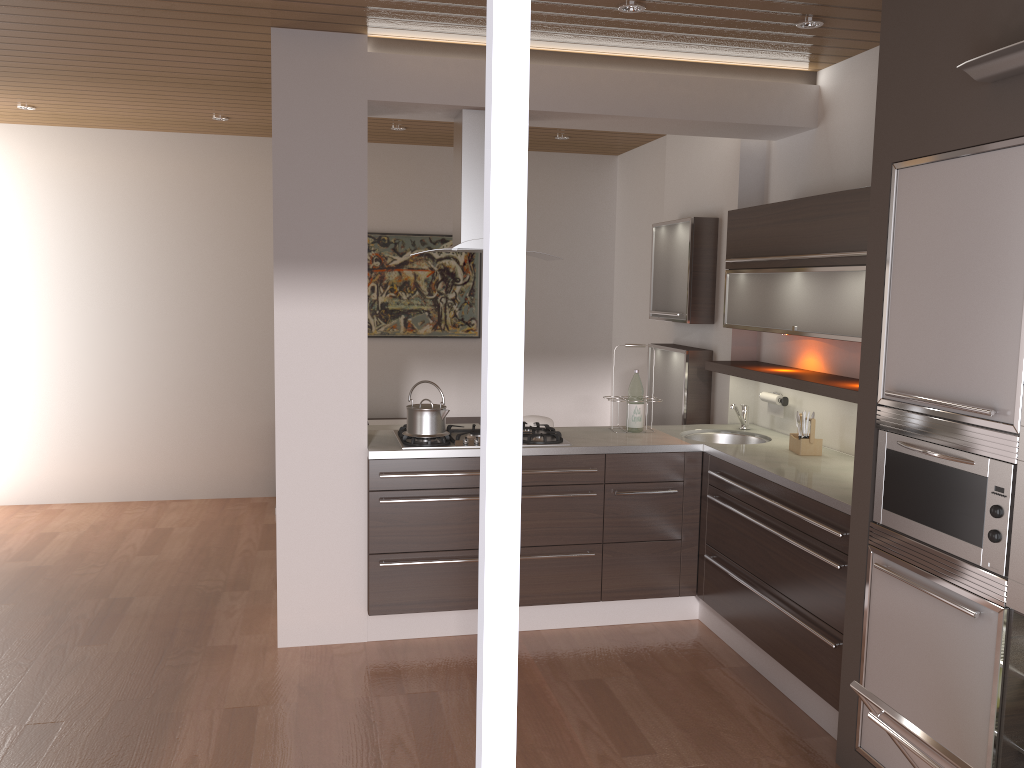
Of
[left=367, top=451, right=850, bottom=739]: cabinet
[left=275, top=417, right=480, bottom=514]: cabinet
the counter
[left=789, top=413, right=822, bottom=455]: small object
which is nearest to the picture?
[left=275, top=417, right=480, bottom=514]: cabinet

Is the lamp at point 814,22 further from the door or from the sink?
the door

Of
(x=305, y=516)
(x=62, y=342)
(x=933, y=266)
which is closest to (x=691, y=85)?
(x=933, y=266)

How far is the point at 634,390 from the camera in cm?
453

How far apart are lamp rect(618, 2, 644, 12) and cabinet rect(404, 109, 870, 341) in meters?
0.9

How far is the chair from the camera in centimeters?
541cm

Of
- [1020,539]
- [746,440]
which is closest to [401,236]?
[746,440]

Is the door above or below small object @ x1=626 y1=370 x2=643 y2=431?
above

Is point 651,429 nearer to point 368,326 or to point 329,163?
point 329,163

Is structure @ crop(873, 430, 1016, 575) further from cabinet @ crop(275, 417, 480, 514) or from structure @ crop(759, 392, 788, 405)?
cabinet @ crop(275, 417, 480, 514)
